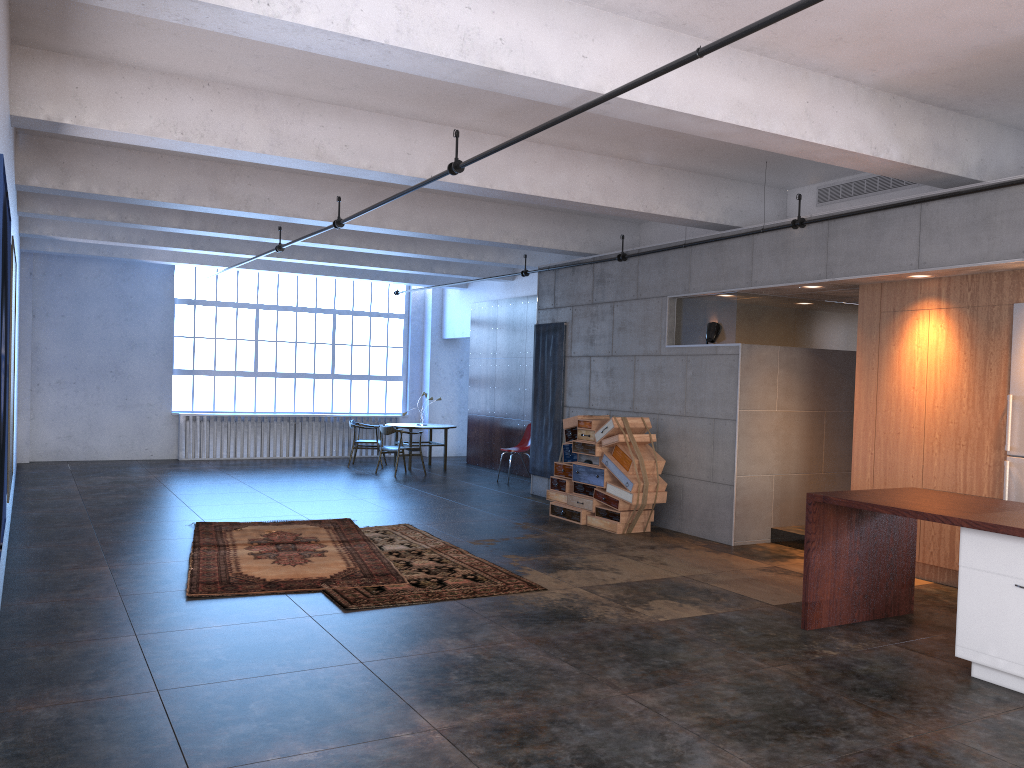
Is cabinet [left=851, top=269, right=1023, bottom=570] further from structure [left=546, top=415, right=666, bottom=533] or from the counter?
structure [left=546, top=415, right=666, bottom=533]

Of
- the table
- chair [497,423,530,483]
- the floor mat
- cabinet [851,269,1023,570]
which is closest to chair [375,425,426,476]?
the table

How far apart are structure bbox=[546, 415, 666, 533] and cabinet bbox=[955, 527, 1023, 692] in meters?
4.6 m

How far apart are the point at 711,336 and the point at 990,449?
3.15m

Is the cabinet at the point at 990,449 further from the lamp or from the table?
the table

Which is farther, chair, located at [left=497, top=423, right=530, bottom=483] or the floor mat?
chair, located at [left=497, top=423, right=530, bottom=483]

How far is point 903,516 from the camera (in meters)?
5.43

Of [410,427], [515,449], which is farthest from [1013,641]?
[410,427]

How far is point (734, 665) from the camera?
5.29m

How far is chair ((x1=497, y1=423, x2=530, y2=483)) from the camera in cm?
1449
